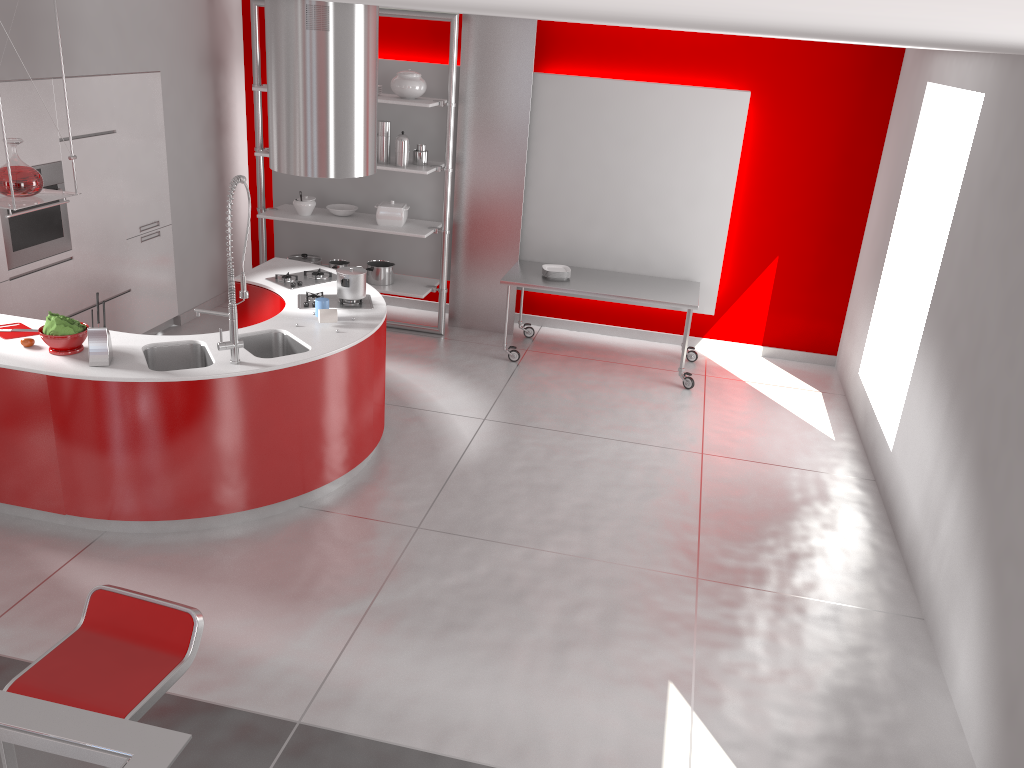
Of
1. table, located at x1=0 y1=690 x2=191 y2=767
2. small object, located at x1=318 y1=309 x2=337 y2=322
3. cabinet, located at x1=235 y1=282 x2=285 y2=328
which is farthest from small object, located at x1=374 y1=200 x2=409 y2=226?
table, located at x1=0 y1=690 x2=191 y2=767

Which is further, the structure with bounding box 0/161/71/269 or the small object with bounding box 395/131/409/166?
the small object with bounding box 395/131/409/166

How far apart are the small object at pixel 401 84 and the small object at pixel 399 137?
0.3 meters

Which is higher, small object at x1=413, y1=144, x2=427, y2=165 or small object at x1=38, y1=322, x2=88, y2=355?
small object at x1=413, y1=144, x2=427, y2=165

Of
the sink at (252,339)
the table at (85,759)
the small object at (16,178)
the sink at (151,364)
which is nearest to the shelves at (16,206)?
the small object at (16,178)

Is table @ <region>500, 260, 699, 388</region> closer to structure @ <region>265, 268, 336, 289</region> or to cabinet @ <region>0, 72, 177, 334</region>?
structure @ <region>265, 268, 336, 289</region>

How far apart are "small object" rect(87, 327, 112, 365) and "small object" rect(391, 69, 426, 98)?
3.5 meters

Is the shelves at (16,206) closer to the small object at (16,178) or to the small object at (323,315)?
the small object at (16,178)

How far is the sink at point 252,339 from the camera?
4.9 meters

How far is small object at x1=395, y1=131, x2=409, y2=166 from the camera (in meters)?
7.01
